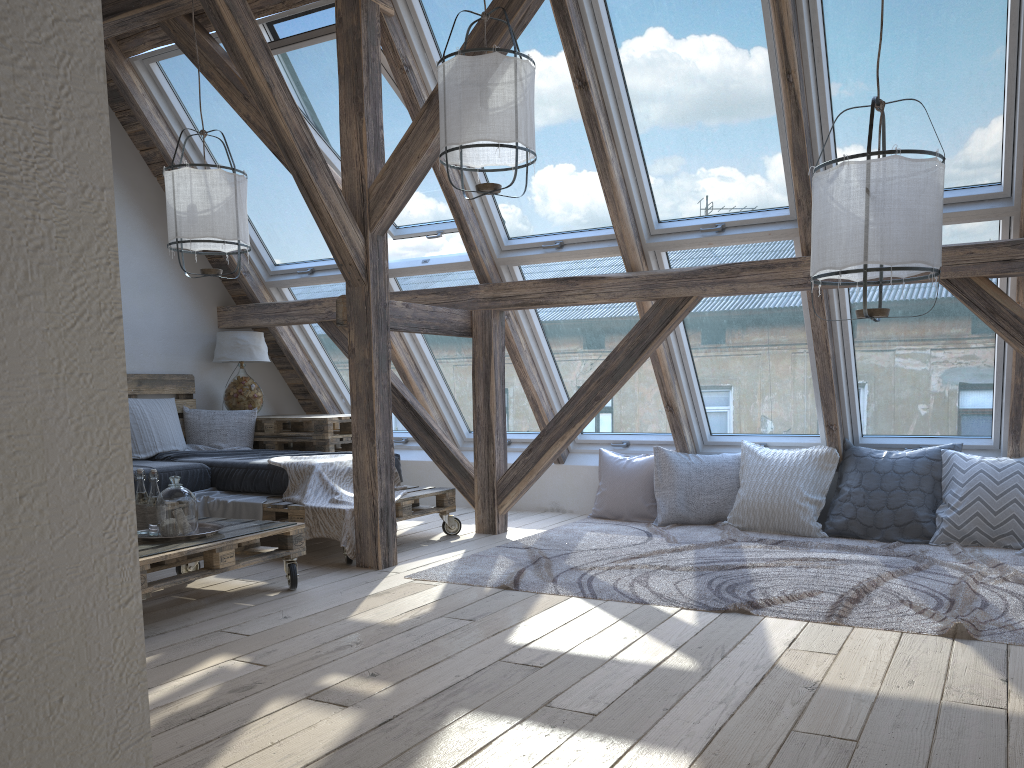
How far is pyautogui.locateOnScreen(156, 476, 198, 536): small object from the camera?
3.4 meters

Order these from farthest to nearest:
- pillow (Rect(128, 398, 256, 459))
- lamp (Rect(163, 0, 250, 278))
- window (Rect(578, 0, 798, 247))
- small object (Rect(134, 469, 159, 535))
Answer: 1. pillow (Rect(128, 398, 256, 459))
2. lamp (Rect(163, 0, 250, 278))
3. window (Rect(578, 0, 798, 247))
4. small object (Rect(134, 469, 159, 535))

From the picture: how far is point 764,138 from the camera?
4.32m

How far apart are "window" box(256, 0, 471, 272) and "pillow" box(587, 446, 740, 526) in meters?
Result: 1.6

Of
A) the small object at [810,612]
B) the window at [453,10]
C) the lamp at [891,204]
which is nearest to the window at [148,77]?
the window at [453,10]

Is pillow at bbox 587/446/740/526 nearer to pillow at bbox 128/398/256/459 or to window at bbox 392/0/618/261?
window at bbox 392/0/618/261

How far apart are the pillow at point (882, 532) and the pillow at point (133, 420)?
3.2 meters

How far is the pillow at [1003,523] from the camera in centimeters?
447cm

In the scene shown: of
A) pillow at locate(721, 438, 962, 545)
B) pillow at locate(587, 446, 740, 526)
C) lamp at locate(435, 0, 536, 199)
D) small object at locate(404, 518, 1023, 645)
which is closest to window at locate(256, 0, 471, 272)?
lamp at locate(435, 0, 536, 199)

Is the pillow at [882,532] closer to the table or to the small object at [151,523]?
the table
